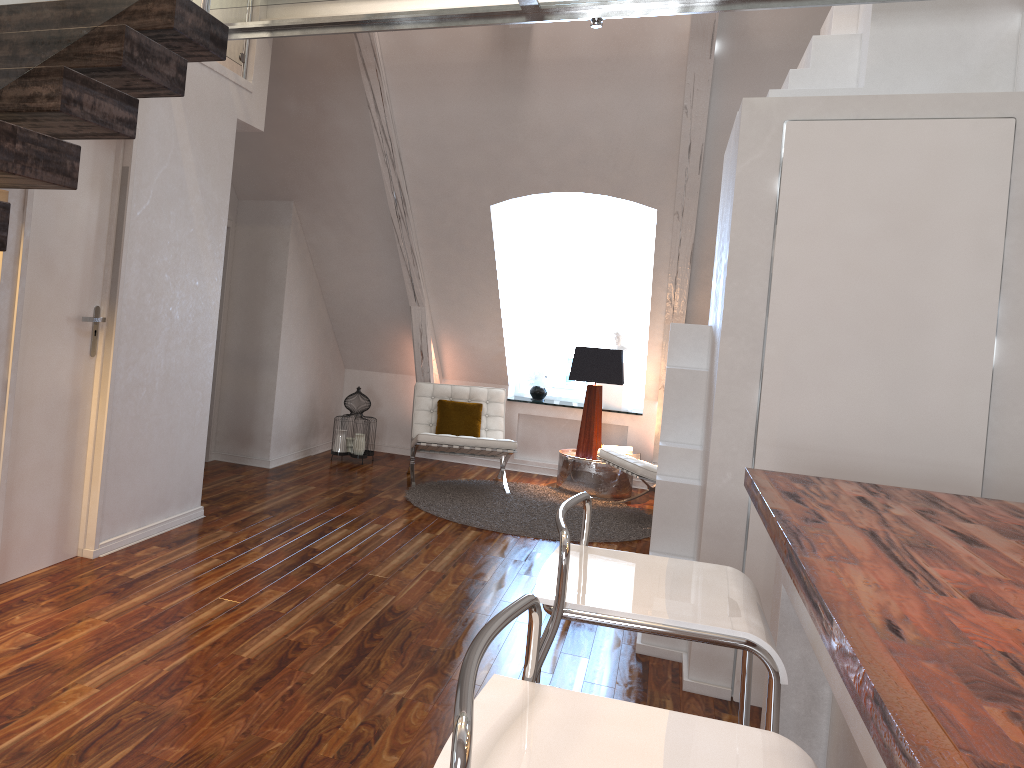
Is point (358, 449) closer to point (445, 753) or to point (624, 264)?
point (624, 264)

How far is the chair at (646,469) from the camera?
5.3 meters

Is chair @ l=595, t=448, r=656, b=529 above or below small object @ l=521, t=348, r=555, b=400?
below

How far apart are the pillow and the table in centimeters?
63cm

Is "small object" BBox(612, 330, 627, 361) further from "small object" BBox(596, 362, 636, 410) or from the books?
the books

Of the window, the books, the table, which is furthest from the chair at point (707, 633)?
the window

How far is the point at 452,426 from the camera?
6.10m

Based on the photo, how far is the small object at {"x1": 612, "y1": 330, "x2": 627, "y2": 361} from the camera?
6.9 meters

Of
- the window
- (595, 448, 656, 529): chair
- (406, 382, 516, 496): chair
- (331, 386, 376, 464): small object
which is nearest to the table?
(595, 448, 656, 529): chair

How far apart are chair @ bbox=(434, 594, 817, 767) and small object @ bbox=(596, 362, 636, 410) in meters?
5.7
